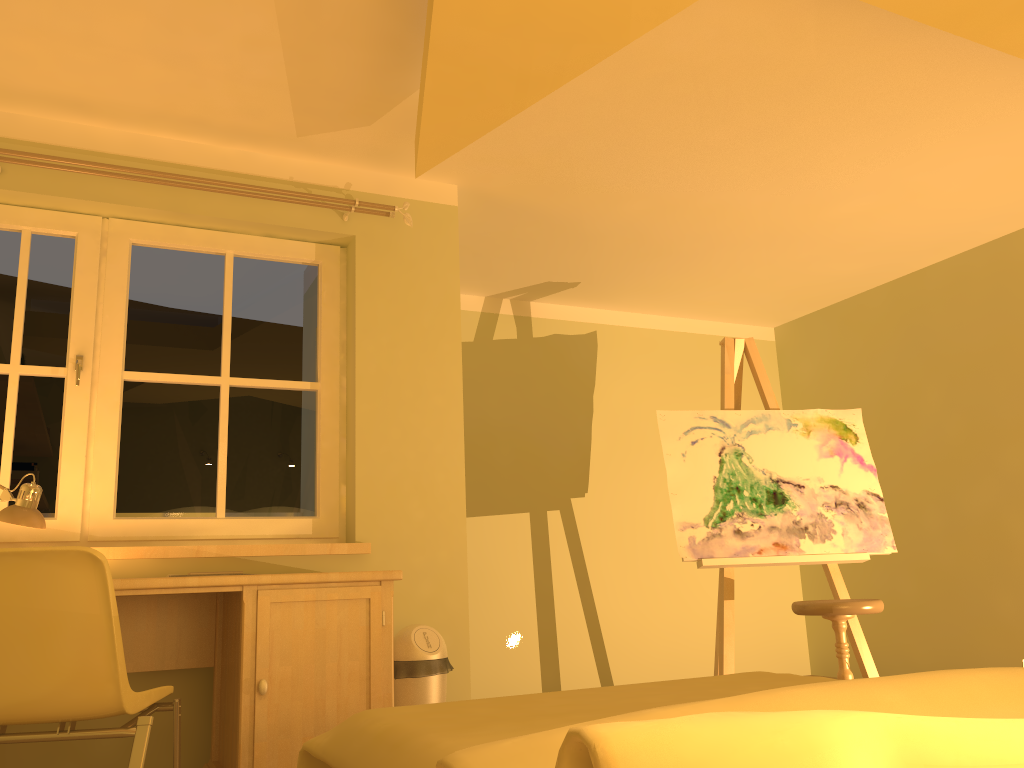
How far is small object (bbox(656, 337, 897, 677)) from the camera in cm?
395

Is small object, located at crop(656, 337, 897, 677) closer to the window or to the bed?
the window

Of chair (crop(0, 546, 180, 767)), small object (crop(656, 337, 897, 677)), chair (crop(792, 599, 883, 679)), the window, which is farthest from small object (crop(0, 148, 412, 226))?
chair (crop(792, 599, 883, 679))

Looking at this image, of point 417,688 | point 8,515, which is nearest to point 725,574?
point 417,688

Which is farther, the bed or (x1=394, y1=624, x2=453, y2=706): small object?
(x1=394, y1=624, x2=453, y2=706): small object

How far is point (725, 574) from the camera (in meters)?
3.95

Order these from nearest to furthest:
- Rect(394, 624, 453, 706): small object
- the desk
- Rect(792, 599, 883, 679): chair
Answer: the desk → Rect(394, 624, 453, 706): small object → Rect(792, 599, 883, 679): chair

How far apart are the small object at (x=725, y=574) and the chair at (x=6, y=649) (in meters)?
2.28

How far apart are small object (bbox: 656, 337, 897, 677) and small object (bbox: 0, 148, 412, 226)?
1.5m

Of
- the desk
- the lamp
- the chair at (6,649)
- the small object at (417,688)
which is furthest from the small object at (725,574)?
the lamp
